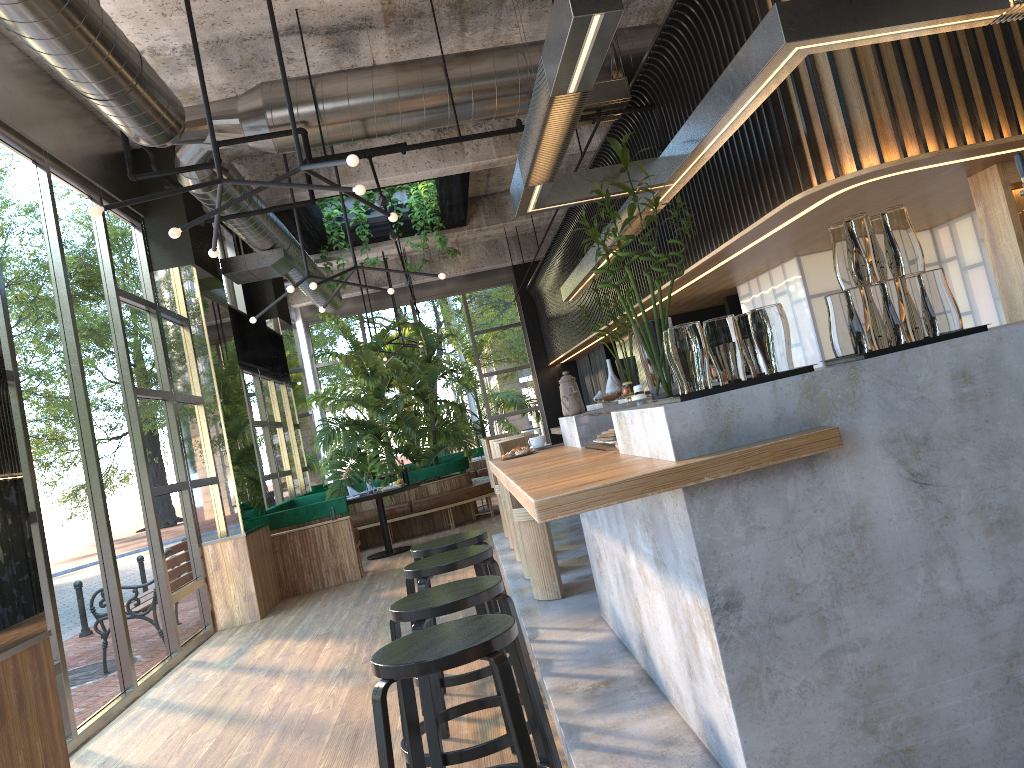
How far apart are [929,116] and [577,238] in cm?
698

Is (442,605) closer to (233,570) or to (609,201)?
(609,201)

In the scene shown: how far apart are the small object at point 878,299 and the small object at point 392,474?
2.42m

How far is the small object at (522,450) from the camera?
4.6m

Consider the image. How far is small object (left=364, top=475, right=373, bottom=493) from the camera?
10.4m

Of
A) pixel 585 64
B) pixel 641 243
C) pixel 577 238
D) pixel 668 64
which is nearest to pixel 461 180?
pixel 577 238

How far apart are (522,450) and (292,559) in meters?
5.4

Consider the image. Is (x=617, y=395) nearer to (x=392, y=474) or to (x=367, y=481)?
(x=367, y=481)

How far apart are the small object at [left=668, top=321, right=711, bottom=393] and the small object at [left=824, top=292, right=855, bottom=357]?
0.5 meters

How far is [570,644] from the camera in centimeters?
433cm
